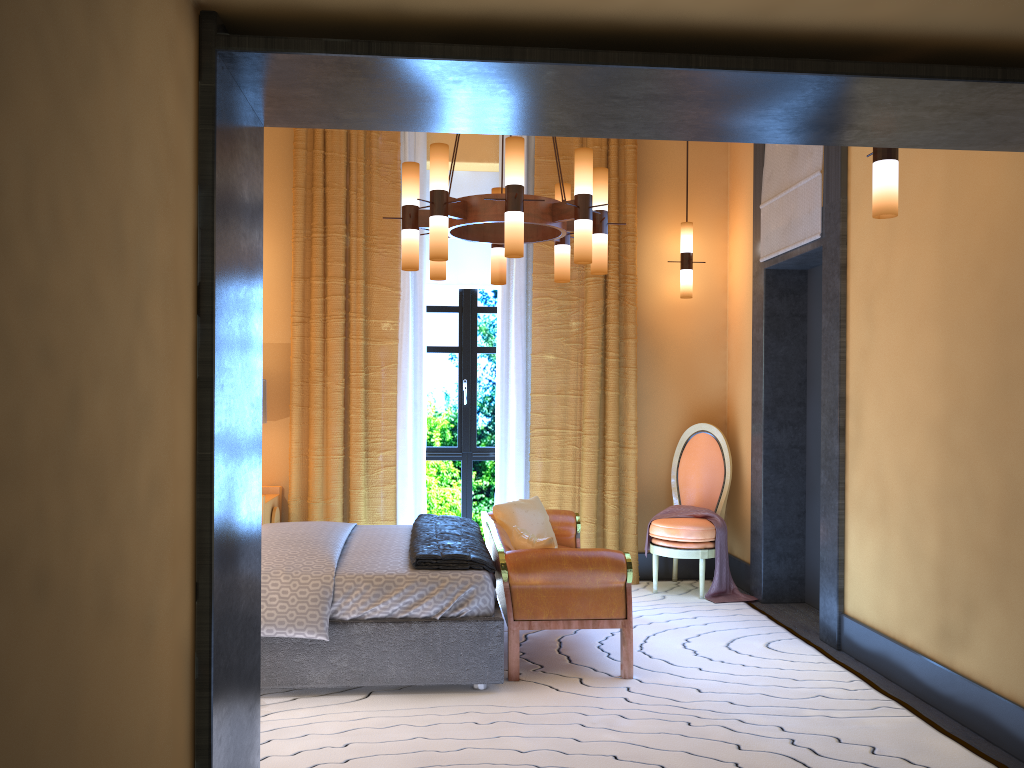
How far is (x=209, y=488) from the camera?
2.0 meters

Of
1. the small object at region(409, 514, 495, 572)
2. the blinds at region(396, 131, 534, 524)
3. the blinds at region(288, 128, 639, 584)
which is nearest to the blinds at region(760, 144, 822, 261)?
Result: the blinds at region(288, 128, 639, 584)

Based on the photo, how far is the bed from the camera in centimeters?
379cm

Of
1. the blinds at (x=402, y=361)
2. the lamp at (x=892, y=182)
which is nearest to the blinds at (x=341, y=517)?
the blinds at (x=402, y=361)

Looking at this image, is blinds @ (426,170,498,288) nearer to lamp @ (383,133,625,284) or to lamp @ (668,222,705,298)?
lamp @ (668,222,705,298)

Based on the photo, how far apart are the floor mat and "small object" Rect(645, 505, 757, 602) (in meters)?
0.07

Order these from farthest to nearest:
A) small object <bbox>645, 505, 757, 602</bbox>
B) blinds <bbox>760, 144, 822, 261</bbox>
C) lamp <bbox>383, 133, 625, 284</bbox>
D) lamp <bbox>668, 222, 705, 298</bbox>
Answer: lamp <bbox>668, 222, 705, 298</bbox> → small object <bbox>645, 505, 757, 602</bbox> → blinds <bbox>760, 144, 822, 261</bbox> → lamp <bbox>383, 133, 625, 284</bbox>

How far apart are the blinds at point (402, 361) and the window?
0.3 meters

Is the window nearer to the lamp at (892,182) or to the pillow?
the pillow

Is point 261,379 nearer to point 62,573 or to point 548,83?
point 548,83
